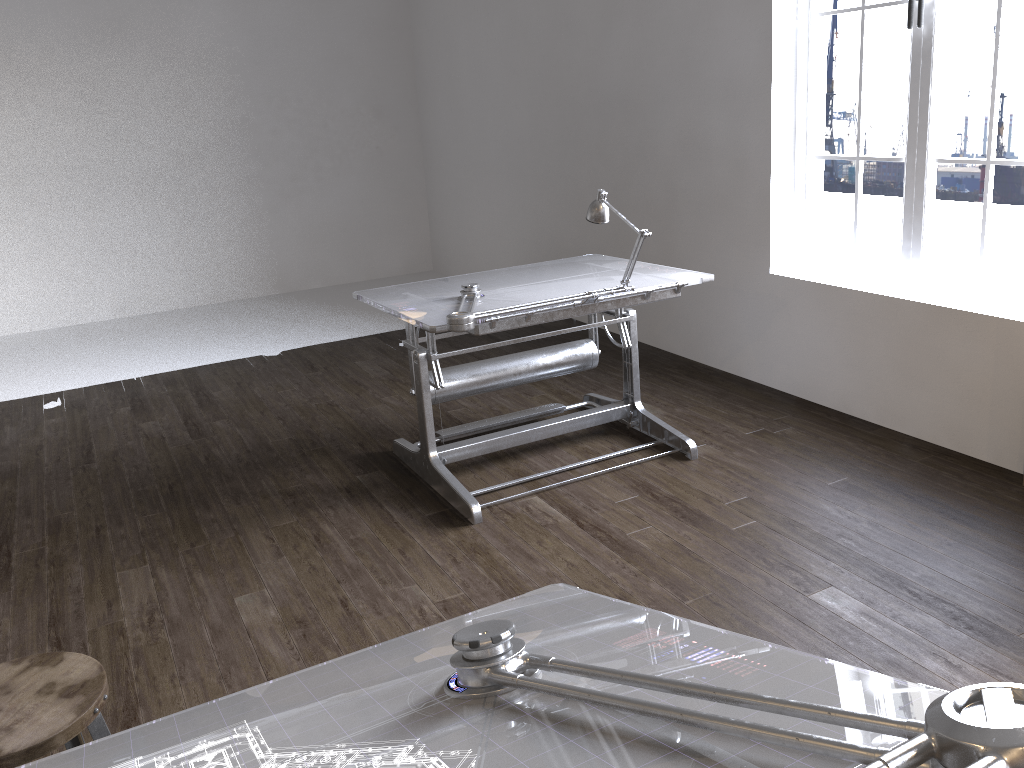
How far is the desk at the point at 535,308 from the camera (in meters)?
3.25

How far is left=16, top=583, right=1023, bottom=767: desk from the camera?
0.8 meters

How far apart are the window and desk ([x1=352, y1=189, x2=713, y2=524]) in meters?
1.0 m

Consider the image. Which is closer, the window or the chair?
the chair

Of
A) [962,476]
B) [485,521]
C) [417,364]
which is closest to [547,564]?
[485,521]

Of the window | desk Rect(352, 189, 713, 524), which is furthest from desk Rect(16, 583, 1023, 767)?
the window

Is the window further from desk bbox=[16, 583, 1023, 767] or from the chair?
the chair

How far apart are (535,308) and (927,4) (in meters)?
2.04

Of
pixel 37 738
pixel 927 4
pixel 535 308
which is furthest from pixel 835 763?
pixel 927 4

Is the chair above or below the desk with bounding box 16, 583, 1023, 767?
below
